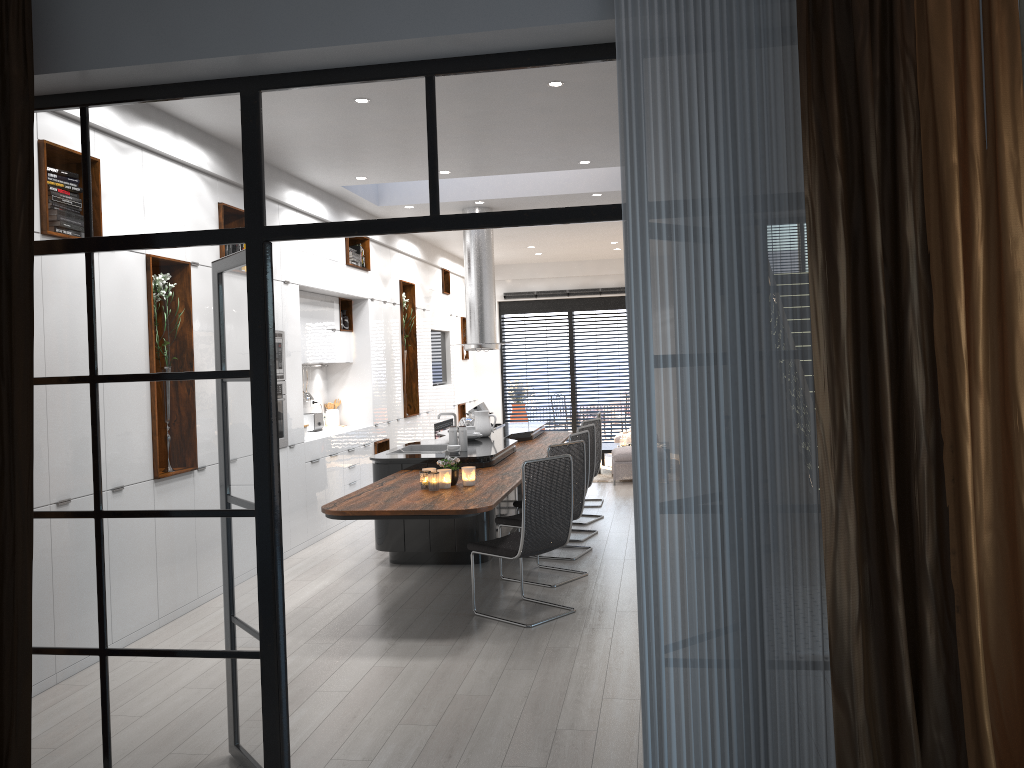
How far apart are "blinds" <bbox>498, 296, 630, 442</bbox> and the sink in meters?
7.9

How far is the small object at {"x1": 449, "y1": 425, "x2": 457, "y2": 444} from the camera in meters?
7.4

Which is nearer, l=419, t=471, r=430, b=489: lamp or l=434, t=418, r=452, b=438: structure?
l=419, t=471, r=430, b=489: lamp

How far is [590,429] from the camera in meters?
8.2 m

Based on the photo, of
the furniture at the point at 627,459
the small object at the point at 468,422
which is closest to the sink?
the small object at the point at 468,422

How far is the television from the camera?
13.3 meters

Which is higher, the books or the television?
the books

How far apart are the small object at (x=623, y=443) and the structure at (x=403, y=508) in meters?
2.7

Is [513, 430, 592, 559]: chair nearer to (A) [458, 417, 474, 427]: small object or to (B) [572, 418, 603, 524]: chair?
(B) [572, 418, 603, 524]: chair

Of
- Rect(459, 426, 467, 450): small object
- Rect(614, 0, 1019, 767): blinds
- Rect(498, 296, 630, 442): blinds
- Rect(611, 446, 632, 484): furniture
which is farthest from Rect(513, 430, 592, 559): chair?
Rect(498, 296, 630, 442): blinds
